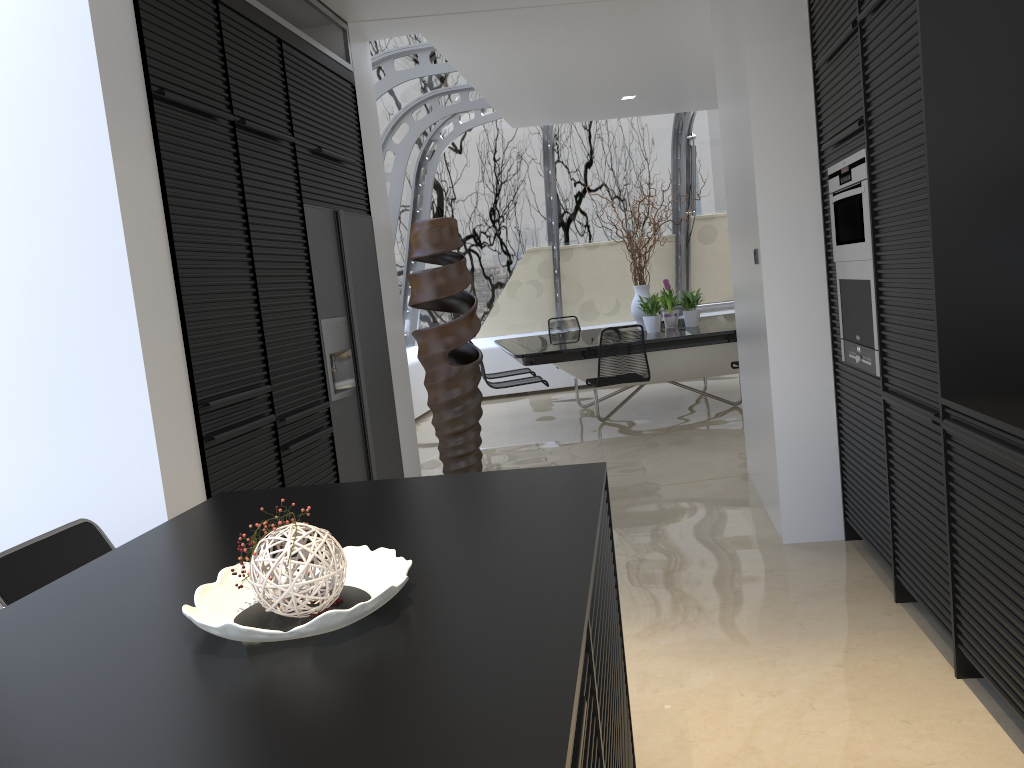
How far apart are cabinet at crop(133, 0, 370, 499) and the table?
2.4 meters

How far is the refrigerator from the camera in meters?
4.4 m

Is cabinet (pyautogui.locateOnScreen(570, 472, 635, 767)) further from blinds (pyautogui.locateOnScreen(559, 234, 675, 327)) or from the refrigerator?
blinds (pyautogui.locateOnScreen(559, 234, 675, 327))

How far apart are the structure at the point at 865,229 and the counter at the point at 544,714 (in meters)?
1.64

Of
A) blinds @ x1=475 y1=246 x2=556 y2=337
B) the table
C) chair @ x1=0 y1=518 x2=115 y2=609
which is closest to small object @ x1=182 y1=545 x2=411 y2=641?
chair @ x1=0 y1=518 x2=115 y2=609

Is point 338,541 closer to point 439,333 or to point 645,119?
point 439,333

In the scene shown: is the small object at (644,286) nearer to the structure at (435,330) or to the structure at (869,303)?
the structure at (435,330)

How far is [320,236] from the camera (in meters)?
4.35

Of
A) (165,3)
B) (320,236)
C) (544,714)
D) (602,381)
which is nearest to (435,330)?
(602,381)

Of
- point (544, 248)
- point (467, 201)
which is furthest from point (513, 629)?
point (544, 248)
